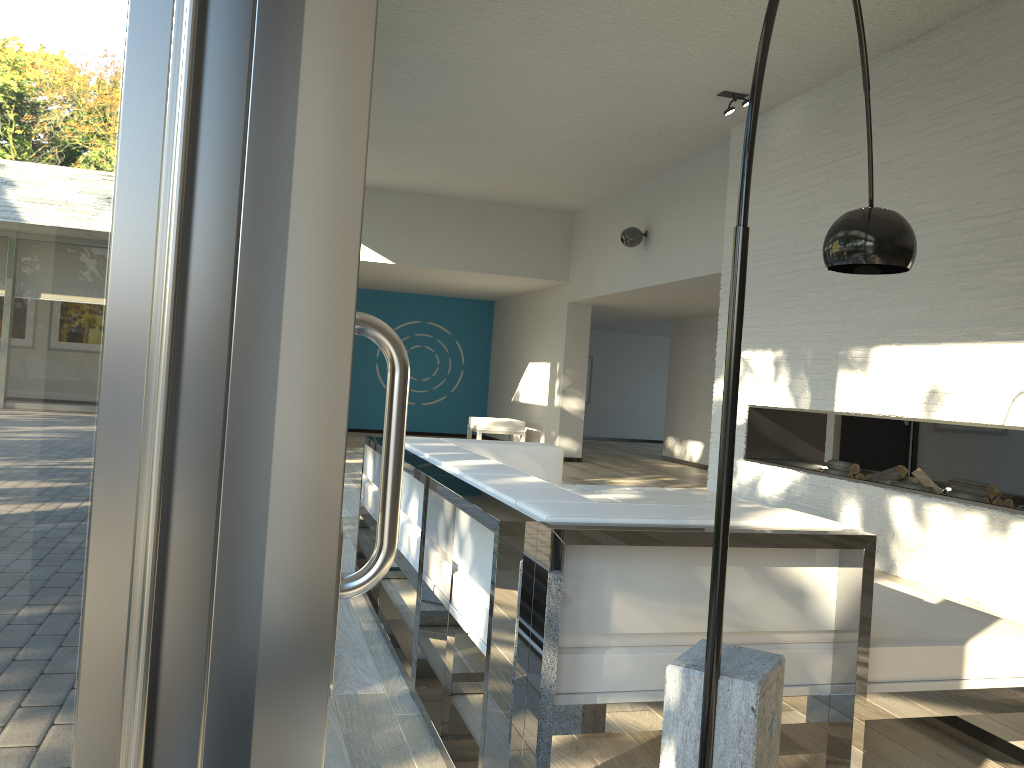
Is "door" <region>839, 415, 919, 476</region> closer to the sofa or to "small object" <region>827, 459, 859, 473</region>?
"small object" <region>827, 459, 859, 473</region>

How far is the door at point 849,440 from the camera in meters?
8.9

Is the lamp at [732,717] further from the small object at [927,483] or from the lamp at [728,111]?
the lamp at [728,111]

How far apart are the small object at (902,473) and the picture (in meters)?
4.18

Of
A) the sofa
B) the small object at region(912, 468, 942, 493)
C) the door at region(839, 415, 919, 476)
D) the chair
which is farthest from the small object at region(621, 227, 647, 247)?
the sofa

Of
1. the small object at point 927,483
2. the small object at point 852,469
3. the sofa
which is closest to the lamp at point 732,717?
the sofa

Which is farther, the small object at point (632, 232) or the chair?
the chair

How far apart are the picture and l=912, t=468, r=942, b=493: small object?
4.3 meters

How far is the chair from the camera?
11.1 meters

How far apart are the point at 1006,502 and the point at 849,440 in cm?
422
